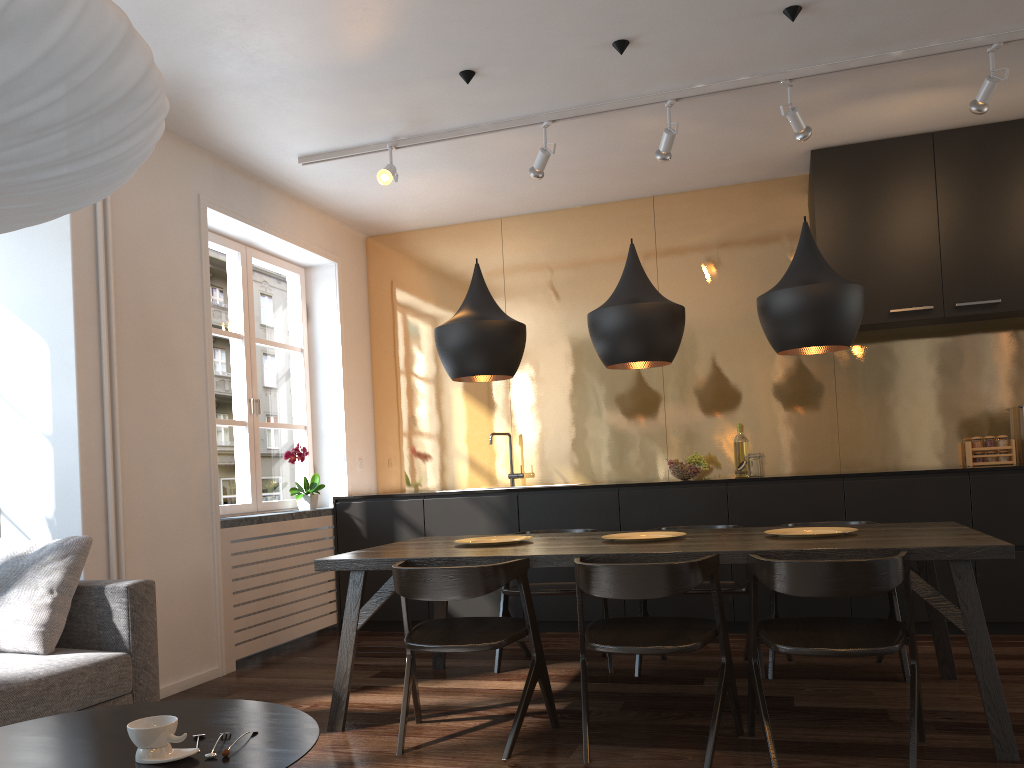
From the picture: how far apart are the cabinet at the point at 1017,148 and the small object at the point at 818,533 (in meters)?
1.94

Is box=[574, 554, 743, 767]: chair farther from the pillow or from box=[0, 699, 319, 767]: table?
the pillow

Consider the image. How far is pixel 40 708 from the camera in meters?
2.8 m

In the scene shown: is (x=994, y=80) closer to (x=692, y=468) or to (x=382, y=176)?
(x=692, y=468)

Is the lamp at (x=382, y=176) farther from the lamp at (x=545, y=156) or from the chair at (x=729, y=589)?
the chair at (x=729, y=589)

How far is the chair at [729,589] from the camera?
4.0 meters

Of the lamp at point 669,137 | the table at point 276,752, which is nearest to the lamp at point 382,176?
the lamp at point 669,137

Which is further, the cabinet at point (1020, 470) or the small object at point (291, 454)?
the small object at point (291, 454)

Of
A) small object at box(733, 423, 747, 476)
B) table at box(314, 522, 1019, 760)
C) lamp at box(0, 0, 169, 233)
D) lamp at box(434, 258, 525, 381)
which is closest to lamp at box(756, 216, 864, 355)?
table at box(314, 522, 1019, 760)

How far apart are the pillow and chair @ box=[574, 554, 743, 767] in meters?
1.8 m
